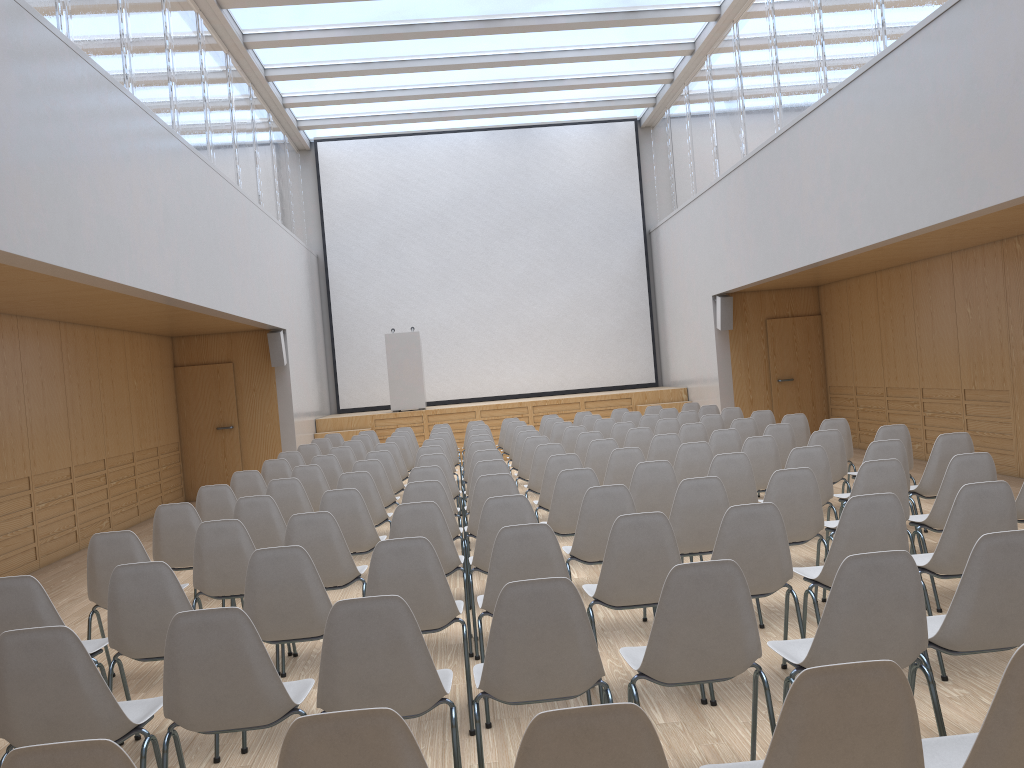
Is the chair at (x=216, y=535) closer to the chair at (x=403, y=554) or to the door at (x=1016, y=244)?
the chair at (x=403, y=554)

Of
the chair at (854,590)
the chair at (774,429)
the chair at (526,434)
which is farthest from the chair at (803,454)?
the chair at (526,434)

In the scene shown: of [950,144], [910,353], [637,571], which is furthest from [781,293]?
[637,571]

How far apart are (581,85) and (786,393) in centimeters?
609cm

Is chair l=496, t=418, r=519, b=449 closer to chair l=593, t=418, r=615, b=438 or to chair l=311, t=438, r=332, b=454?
chair l=593, t=418, r=615, b=438

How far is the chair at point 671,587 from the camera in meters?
2.8

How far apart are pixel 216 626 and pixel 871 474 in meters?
3.7

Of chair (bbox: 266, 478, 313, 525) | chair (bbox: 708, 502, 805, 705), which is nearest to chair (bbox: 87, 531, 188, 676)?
chair (bbox: 266, 478, 313, 525)

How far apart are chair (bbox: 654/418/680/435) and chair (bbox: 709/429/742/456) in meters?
2.0

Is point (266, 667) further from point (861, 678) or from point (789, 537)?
point (789, 537)
